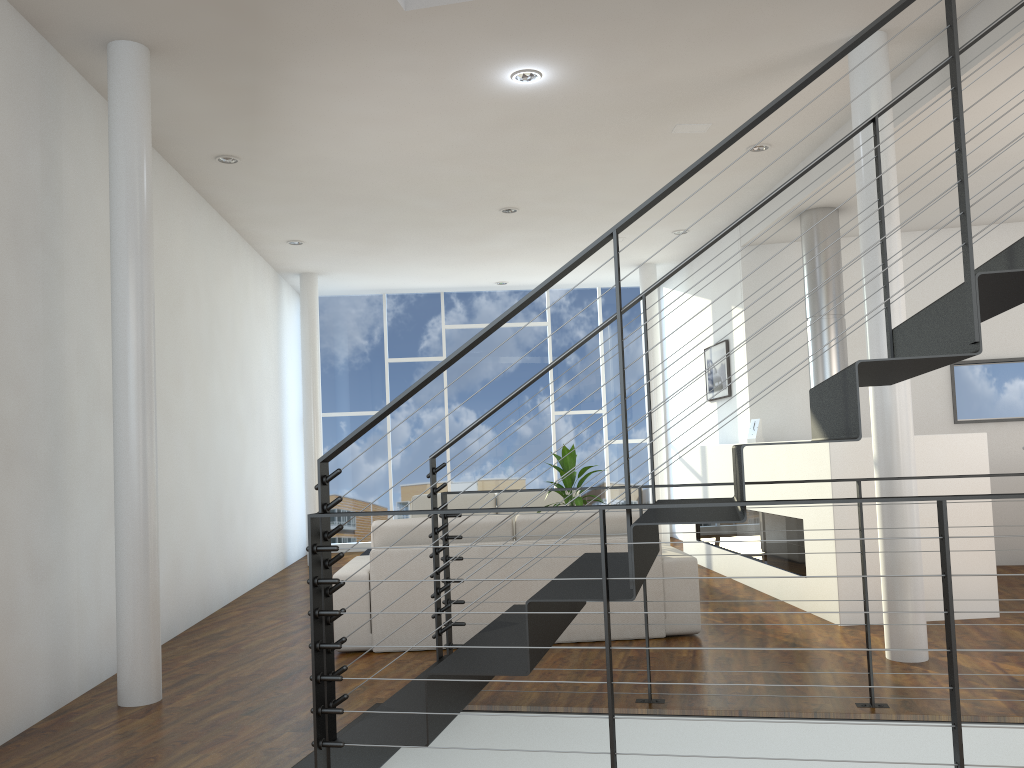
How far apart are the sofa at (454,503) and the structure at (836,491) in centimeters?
93cm

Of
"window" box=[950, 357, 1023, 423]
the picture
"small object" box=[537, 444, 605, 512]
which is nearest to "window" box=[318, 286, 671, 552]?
the picture

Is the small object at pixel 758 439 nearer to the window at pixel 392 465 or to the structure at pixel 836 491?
the structure at pixel 836 491

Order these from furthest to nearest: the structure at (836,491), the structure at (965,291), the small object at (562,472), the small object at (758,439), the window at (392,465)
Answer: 1. the window at (392,465)
2. the small object at (758,439)
3. the small object at (562,472)
4. the structure at (836,491)
5. the structure at (965,291)

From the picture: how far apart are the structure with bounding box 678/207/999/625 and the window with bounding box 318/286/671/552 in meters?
1.8 m

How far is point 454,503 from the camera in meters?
6.6

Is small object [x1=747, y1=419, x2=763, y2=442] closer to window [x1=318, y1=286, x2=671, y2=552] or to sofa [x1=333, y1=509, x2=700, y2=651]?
sofa [x1=333, y1=509, x2=700, y2=651]

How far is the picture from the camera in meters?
6.5 m

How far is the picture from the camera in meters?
6.5

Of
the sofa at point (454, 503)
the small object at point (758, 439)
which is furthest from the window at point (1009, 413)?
the sofa at point (454, 503)
